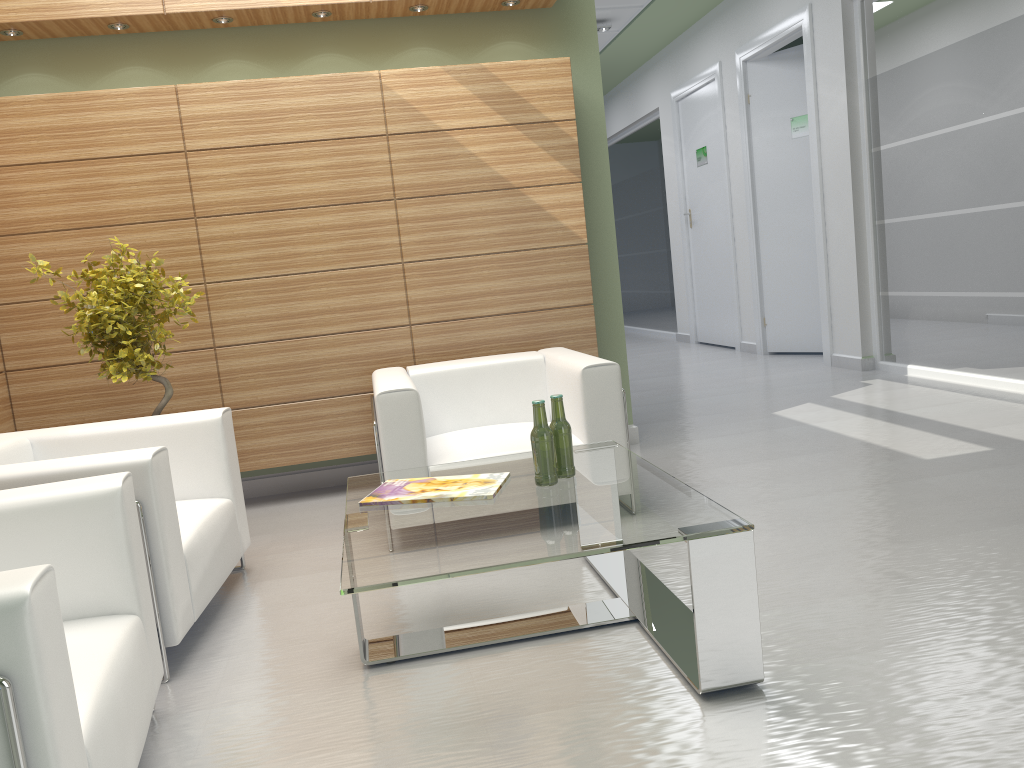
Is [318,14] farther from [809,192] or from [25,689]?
[809,192]

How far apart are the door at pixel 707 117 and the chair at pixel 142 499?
12.8m

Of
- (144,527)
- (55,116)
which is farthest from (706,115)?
(144,527)

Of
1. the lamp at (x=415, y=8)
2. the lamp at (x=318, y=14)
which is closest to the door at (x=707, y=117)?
the lamp at (x=415, y=8)

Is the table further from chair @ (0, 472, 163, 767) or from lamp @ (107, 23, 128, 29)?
lamp @ (107, 23, 128, 29)

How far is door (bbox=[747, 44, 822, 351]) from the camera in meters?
14.8 m

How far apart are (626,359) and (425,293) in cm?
236

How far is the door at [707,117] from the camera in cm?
1724

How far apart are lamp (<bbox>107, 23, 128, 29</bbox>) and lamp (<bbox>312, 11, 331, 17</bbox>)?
1.71m

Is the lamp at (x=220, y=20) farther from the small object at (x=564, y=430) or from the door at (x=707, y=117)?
the door at (x=707, y=117)
